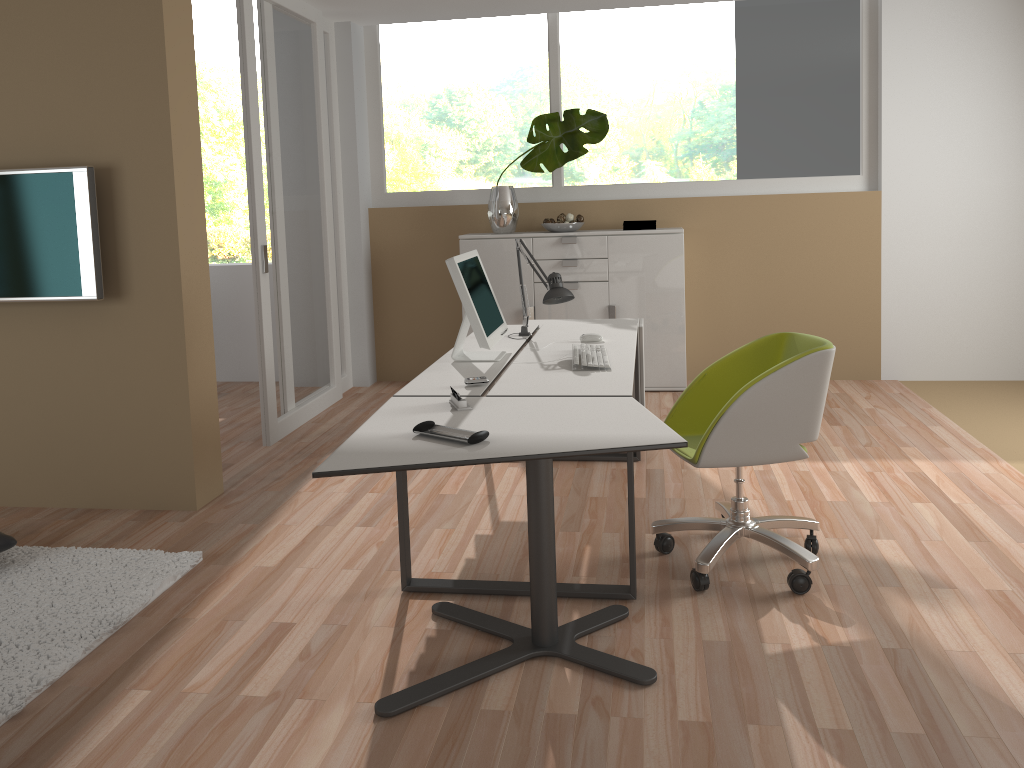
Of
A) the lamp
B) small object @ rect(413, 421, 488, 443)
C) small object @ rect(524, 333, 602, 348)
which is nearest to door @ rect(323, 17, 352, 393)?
the lamp

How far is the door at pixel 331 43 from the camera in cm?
597

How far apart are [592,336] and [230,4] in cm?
1104

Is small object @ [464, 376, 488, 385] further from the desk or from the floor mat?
the floor mat

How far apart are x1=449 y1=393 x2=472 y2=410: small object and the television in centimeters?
188cm

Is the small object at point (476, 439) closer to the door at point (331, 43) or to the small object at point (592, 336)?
the small object at point (592, 336)

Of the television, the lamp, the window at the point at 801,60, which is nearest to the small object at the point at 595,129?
the window at the point at 801,60

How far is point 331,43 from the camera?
6.0 meters

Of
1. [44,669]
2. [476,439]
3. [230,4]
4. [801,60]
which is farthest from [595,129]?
[230,4]

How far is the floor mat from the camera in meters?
2.7
